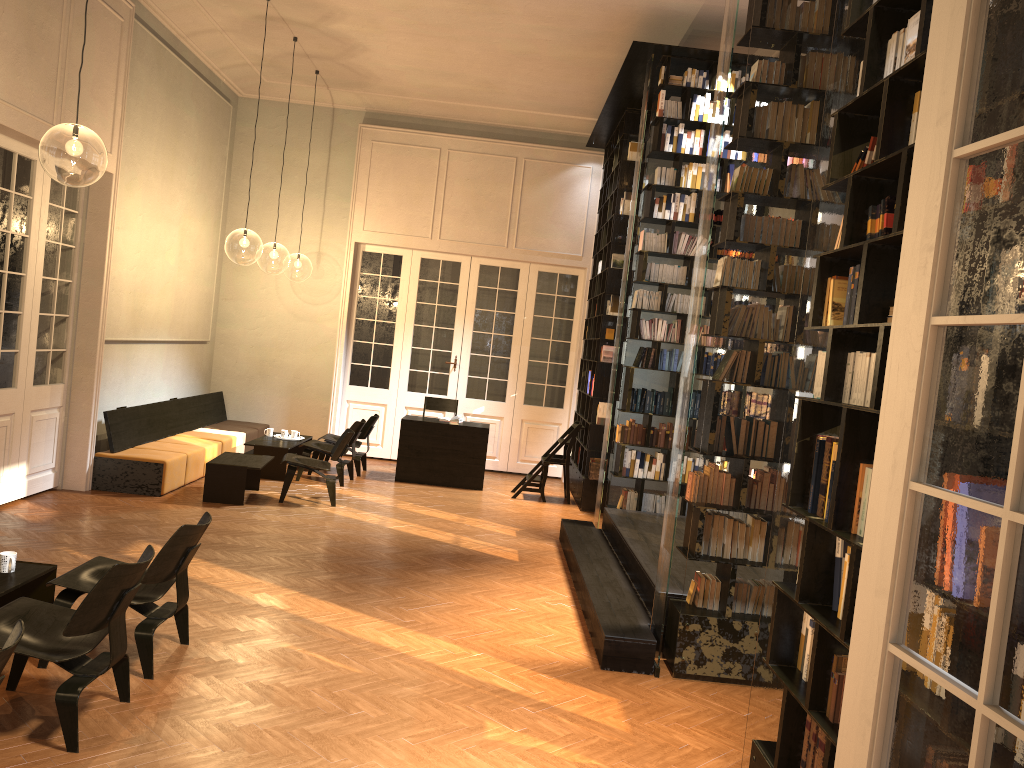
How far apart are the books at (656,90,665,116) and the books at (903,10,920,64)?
5.93m

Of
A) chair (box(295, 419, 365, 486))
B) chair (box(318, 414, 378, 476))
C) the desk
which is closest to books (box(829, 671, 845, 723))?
chair (box(295, 419, 365, 486))

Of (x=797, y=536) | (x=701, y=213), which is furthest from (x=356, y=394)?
(x=797, y=536)

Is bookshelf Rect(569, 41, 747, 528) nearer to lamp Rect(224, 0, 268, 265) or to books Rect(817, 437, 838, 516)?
books Rect(817, 437, 838, 516)

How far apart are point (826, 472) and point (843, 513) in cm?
30

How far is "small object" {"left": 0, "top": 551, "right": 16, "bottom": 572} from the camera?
4.8m

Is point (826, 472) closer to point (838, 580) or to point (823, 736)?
point (838, 580)

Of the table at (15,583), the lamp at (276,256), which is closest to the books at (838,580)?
the table at (15,583)

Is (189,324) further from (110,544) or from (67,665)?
(67,665)

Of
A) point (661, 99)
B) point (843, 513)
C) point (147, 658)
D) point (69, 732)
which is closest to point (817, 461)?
point (843, 513)
